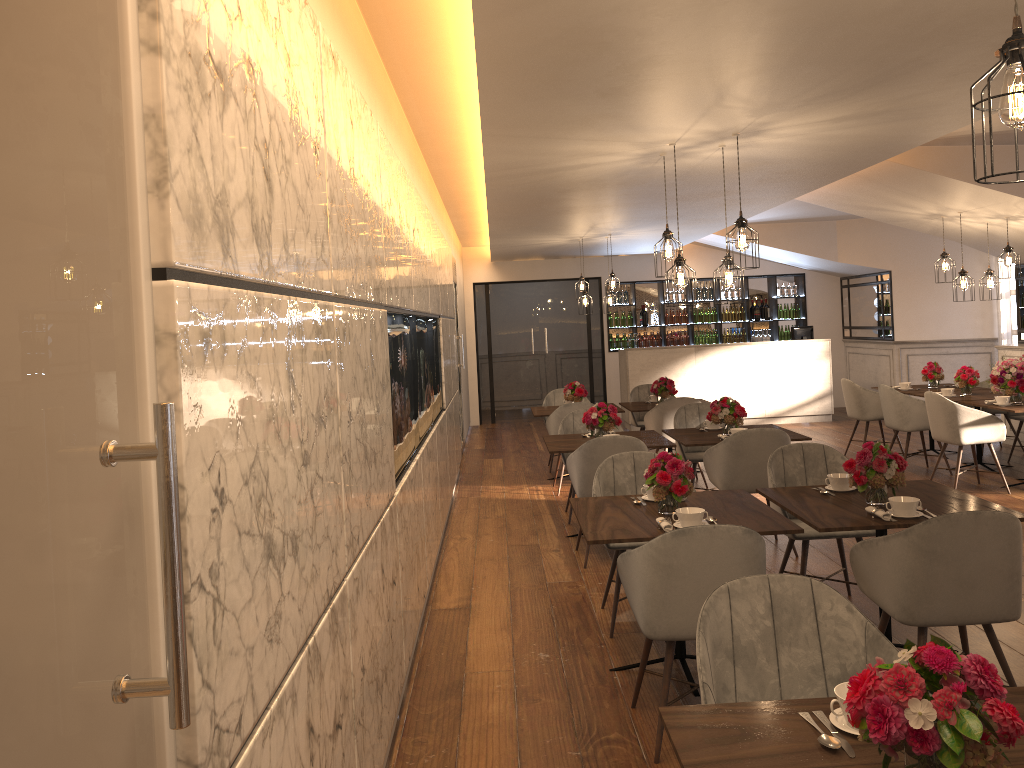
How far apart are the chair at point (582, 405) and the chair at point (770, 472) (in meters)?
3.33

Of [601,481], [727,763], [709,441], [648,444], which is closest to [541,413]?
[648,444]

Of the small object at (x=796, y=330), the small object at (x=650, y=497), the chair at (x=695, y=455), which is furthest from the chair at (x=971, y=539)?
the small object at (x=796, y=330)

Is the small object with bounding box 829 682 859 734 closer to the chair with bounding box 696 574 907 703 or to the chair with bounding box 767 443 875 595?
the chair with bounding box 696 574 907 703

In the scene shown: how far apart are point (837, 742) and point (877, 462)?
2.4m

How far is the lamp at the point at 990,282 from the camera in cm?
842

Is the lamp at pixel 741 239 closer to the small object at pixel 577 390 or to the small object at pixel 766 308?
the small object at pixel 577 390

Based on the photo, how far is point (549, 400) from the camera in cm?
1002

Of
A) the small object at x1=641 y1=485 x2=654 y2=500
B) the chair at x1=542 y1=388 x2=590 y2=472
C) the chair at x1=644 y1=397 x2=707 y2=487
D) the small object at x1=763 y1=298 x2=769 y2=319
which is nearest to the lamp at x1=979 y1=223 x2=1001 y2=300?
the chair at x1=644 y1=397 x2=707 y2=487

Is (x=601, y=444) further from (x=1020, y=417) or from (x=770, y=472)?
(x=1020, y=417)
